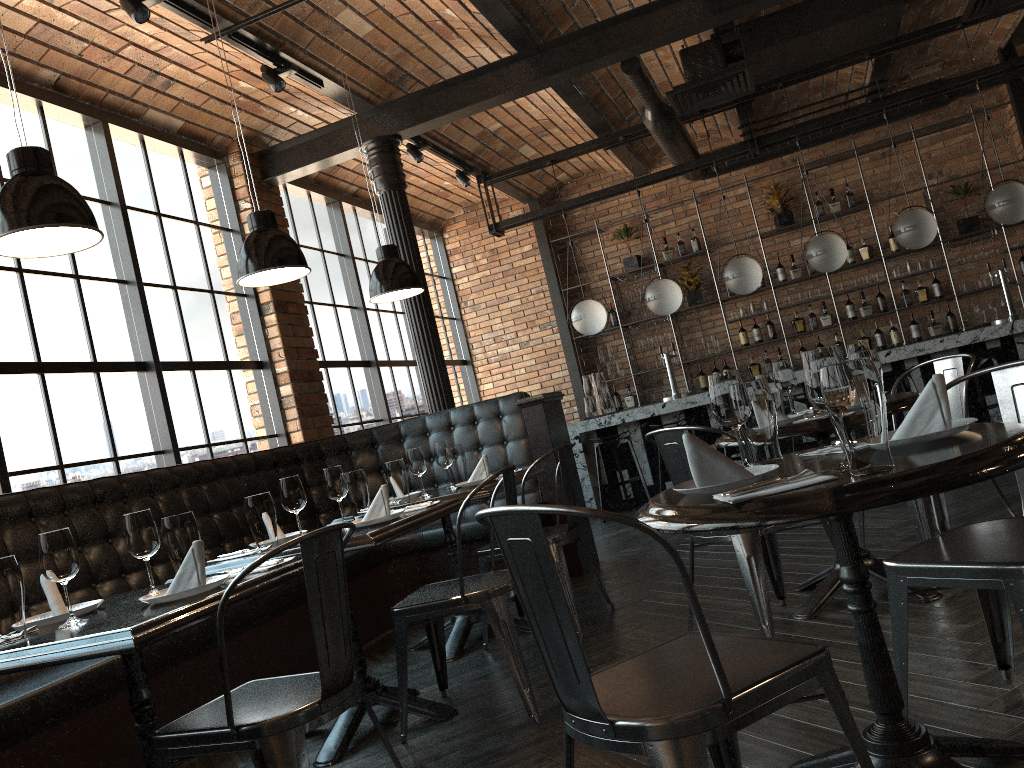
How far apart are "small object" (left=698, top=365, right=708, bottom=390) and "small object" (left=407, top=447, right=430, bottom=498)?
6.1 meters

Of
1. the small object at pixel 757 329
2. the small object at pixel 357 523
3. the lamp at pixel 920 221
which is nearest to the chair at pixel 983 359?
the lamp at pixel 920 221

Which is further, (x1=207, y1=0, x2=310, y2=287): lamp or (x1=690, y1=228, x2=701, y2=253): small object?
(x1=690, y1=228, x2=701, y2=253): small object

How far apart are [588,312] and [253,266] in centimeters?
522cm

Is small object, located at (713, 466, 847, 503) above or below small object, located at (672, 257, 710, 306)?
below

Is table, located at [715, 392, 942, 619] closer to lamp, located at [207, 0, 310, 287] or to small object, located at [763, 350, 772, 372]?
lamp, located at [207, 0, 310, 287]

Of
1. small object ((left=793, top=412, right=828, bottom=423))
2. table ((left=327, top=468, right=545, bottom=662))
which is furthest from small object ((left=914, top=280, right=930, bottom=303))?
small object ((left=793, top=412, right=828, bottom=423))

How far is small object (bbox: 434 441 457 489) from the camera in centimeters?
456cm

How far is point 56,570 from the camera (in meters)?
2.24

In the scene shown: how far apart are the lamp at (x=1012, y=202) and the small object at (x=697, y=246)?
3.2 meters
